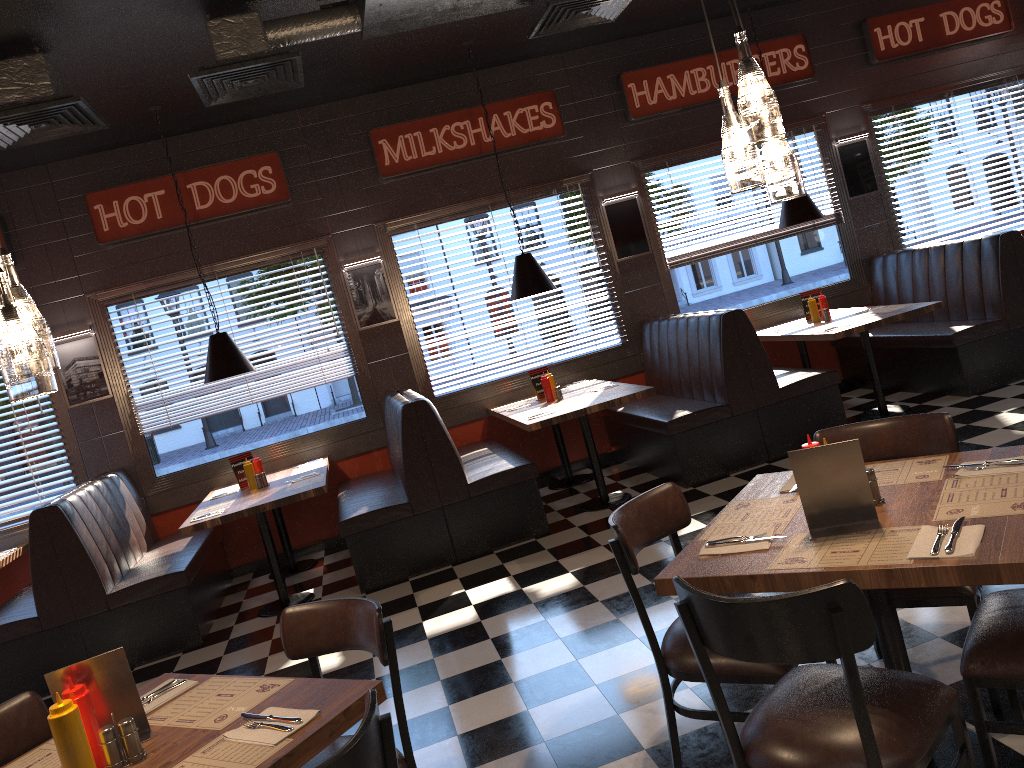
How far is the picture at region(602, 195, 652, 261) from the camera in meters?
8.0

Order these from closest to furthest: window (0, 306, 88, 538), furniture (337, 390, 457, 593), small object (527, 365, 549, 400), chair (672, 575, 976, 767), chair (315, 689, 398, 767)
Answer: chair (315, 689, 398, 767) → chair (672, 575, 976, 767) → furniture (337, 390, 457, 593) → window (0, 306, 88, 538) → small object (527, 365, 549, 400)

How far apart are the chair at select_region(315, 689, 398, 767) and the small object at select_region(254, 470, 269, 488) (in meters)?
4.81

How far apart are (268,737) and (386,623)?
0.57m

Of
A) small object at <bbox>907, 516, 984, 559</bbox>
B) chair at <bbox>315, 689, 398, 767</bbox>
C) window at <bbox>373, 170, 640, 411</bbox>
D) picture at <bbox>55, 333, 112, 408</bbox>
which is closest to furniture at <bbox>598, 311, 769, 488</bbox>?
window at <bbox>373, 170, 640, 411</bbox>

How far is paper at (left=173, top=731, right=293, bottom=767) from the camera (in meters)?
2.06

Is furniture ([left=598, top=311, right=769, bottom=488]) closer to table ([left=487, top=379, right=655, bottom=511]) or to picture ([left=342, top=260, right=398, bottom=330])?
table ([left=487, top=379, right=655, bottom=511])

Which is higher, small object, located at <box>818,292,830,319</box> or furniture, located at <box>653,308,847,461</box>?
small object, located at <box>818,292,830,319</box>

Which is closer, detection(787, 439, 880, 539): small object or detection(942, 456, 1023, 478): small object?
detection(787, 439, 880, 539): small object

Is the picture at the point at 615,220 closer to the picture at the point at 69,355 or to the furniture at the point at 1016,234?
the furniture at the point at 1016,234
